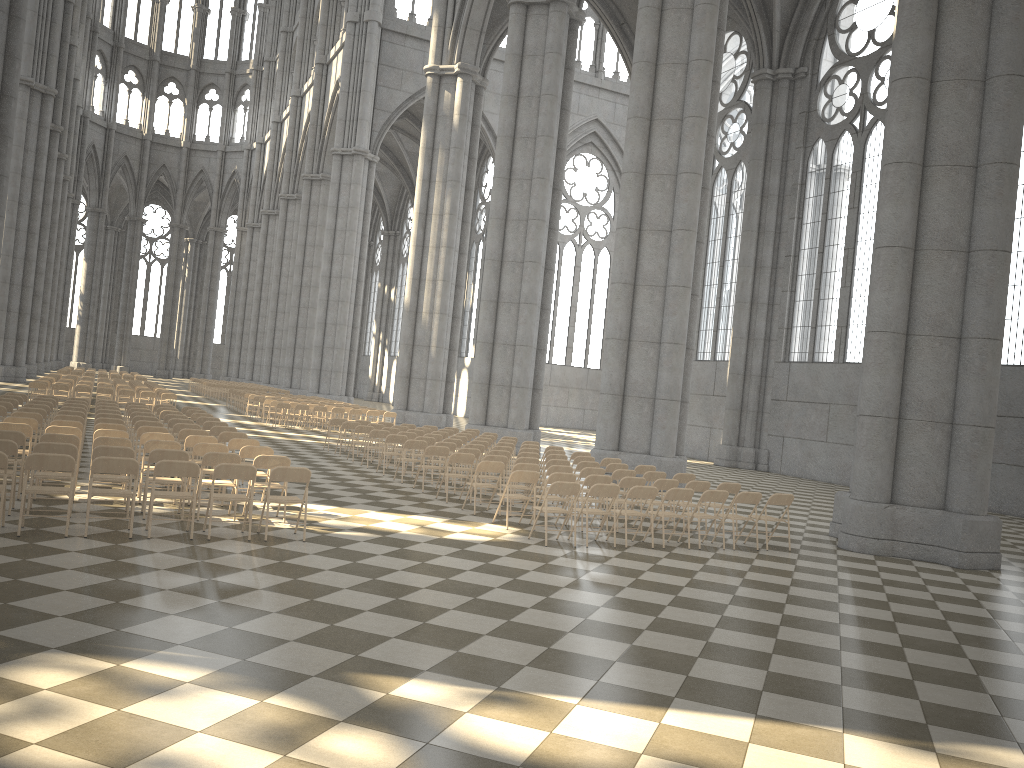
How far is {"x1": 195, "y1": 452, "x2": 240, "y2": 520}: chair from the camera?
10.4m

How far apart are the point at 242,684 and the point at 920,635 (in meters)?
6.14

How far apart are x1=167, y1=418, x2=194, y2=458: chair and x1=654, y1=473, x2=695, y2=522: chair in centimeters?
877cm

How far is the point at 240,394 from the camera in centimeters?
3522cm

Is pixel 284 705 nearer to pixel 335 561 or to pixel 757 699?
pixel 757 699

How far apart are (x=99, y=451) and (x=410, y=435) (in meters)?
9.13

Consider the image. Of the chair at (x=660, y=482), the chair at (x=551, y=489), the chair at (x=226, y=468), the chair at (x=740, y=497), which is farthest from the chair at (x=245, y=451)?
the chair at (x=740, y=497)

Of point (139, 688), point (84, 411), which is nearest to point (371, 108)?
point (84, 411)

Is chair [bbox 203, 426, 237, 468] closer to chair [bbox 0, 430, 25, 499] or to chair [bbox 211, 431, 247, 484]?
chair [bbox 211, 431, 247, 484]

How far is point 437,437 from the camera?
18.9 meters
